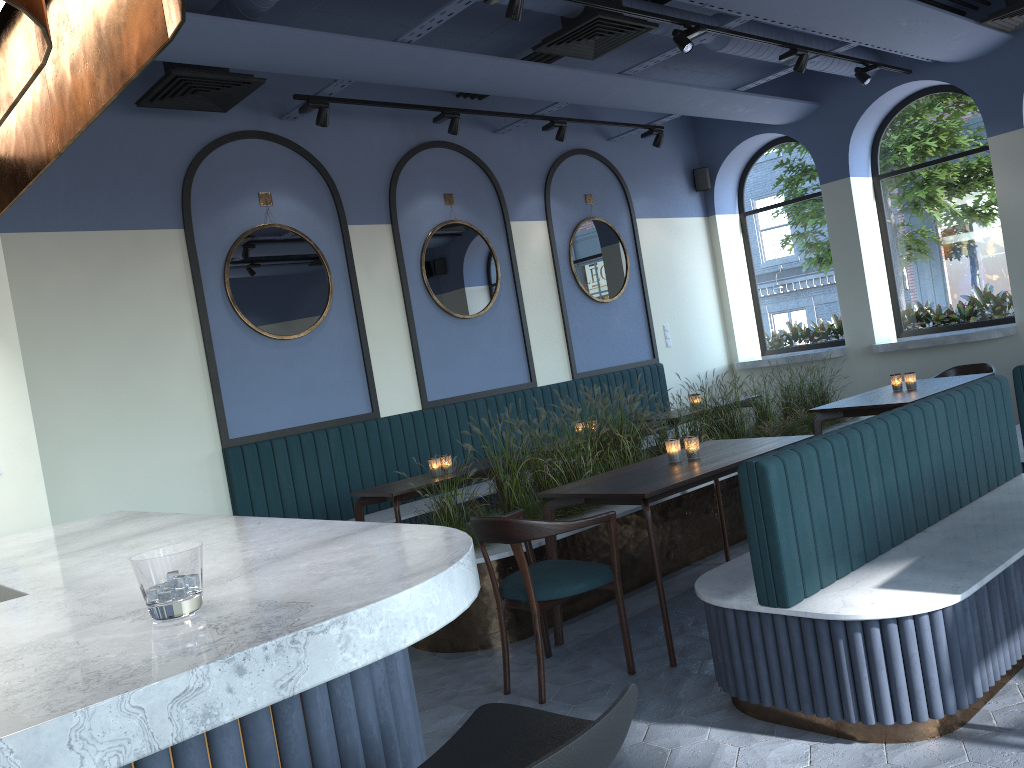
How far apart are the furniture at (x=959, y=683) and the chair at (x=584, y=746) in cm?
174

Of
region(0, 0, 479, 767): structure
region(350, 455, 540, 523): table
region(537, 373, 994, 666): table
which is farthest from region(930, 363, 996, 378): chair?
region(0, 0, 479, 767): structure

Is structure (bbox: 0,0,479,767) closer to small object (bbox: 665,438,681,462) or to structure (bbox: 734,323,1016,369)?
small object (bbox: 665,438,681,462)

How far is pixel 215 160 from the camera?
6.3 meters

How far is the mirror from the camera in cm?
636

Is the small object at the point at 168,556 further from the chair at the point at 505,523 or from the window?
the window

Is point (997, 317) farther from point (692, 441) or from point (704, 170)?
point (692, 441)

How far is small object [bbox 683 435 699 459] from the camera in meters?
4.6 m

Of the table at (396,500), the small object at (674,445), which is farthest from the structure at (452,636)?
the small object at (674,445)

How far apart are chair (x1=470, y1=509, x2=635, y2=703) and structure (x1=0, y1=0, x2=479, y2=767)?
1.3 meters
